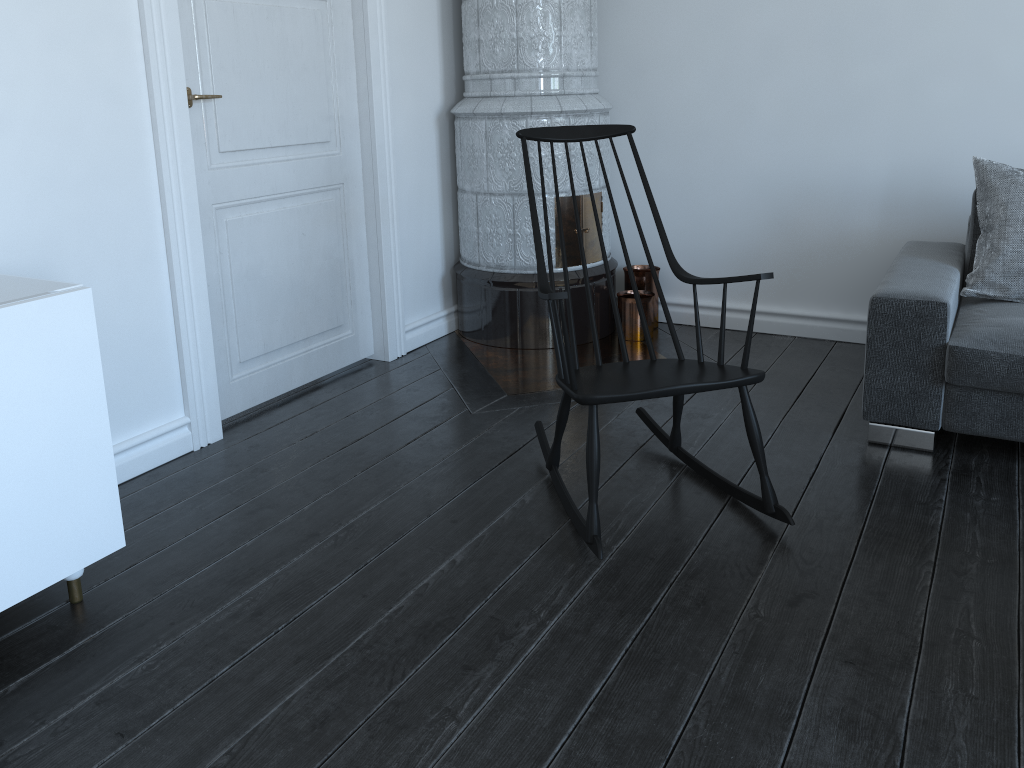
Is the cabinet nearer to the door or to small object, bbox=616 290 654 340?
the door

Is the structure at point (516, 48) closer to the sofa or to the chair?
the chair

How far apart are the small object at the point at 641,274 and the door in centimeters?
107cm

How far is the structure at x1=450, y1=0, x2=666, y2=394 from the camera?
3.55m

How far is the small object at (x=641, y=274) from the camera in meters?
4.0

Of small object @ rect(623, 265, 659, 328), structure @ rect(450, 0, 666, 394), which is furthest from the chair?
small object @ rect(623, 265, 659, 328)

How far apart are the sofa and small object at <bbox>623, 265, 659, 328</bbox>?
1.1 meters

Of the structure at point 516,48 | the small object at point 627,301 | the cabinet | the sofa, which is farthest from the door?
the sofa

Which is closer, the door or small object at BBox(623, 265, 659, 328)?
the door

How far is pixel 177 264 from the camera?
2.72m
